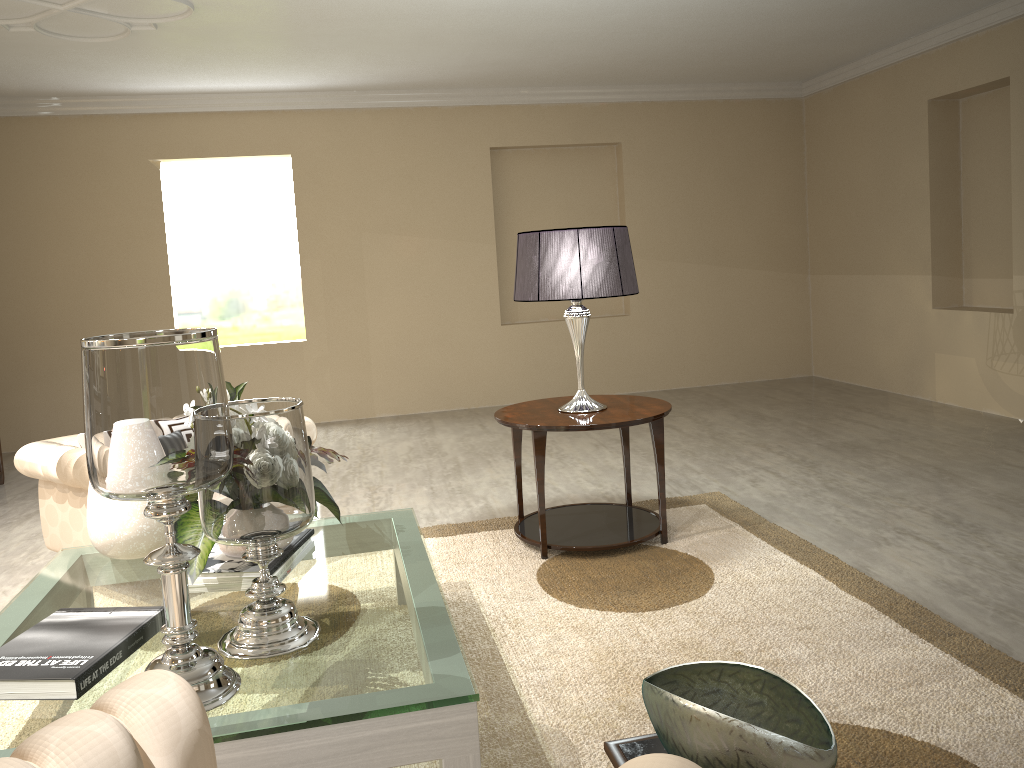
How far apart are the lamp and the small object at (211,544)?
0.97m

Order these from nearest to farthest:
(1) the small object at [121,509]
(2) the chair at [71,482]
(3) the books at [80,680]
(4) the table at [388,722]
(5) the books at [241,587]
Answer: (4) the table at [388,722] → (3) the books at [80,680] → (5) the books at [241,587] → (1) the small object at [121,509] → (2) the chair at [71,482]

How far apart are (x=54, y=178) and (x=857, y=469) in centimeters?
535cm

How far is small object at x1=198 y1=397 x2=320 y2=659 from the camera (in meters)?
1.77

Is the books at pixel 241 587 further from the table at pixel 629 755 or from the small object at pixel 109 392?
the table at pixel 629 755

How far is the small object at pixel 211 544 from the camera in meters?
2.1

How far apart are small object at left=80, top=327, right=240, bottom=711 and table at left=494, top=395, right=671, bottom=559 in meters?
1.6 m

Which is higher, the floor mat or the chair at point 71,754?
the chair at point 71,754

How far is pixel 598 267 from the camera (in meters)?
3.11

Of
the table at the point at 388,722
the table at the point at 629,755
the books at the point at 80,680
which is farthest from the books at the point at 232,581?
the table at the point at 629,755
